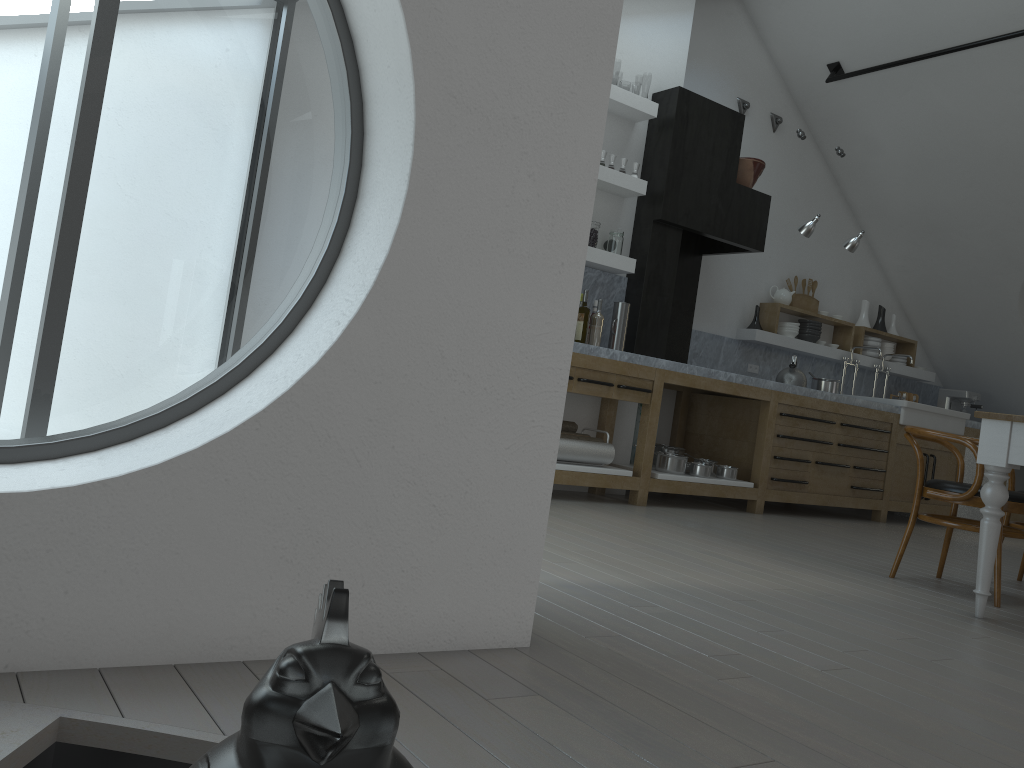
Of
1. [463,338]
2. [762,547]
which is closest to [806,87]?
[762,547]

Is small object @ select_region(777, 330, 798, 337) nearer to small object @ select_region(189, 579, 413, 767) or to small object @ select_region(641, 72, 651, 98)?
small object @ select_region(189, 579, 413, 767)

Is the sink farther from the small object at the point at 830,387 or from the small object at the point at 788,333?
the small object at the point at 788,333

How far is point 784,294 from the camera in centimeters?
761cm

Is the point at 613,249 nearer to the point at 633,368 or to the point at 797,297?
the point at 633,368

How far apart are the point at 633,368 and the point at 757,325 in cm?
227

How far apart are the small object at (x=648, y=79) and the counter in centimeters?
3637cm

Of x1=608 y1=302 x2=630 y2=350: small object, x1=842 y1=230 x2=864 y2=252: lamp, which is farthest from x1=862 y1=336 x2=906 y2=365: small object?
x1=608 y1=302 x2=630 y2=350: small object

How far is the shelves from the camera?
5.8m

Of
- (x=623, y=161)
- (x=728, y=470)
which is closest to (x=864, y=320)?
(x=728, y=470)
